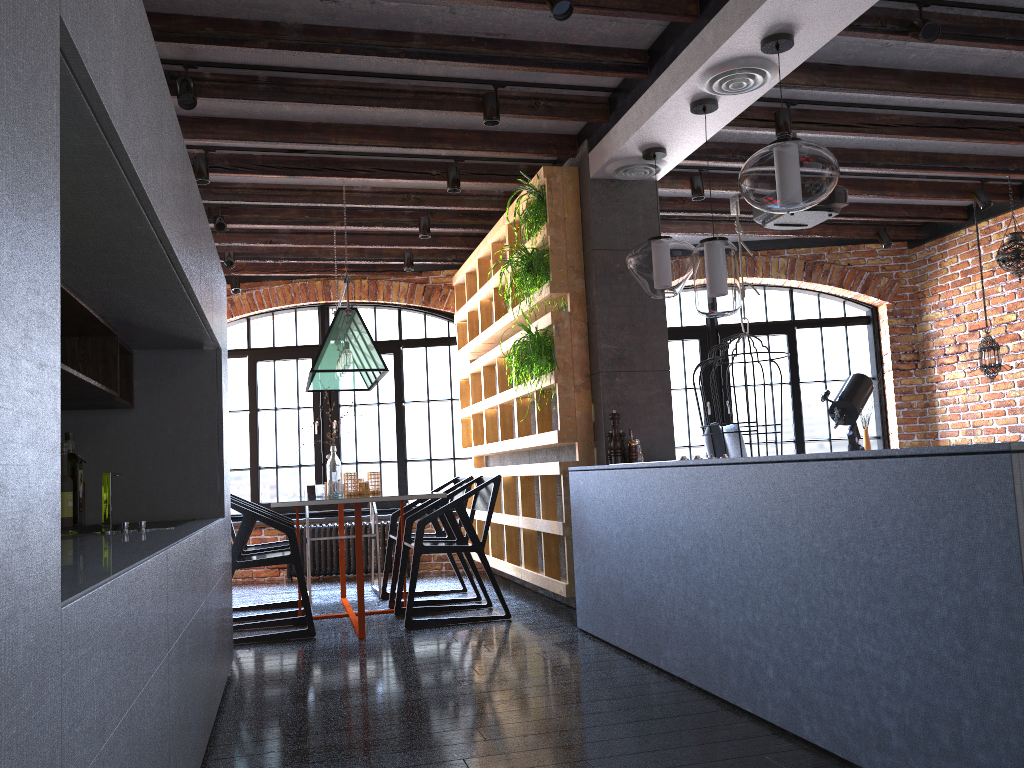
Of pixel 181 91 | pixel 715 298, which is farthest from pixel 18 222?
pixel 181 91

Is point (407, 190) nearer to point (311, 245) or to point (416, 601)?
point (311, 245)

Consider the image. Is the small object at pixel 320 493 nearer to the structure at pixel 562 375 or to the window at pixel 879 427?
the structure at pixel 562 375

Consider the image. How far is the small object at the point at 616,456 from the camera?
4.56m

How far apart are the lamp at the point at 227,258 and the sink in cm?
382

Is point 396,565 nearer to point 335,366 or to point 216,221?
point 335,366

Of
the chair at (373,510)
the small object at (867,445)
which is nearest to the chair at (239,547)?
the chair at (373,510)

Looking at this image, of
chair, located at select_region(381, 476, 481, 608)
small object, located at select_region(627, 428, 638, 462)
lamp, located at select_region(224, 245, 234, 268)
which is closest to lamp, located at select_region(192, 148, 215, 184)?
lamp, located at select_region(224, 245, 234, 268)

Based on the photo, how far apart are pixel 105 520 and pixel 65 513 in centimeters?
67cm

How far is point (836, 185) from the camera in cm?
487
